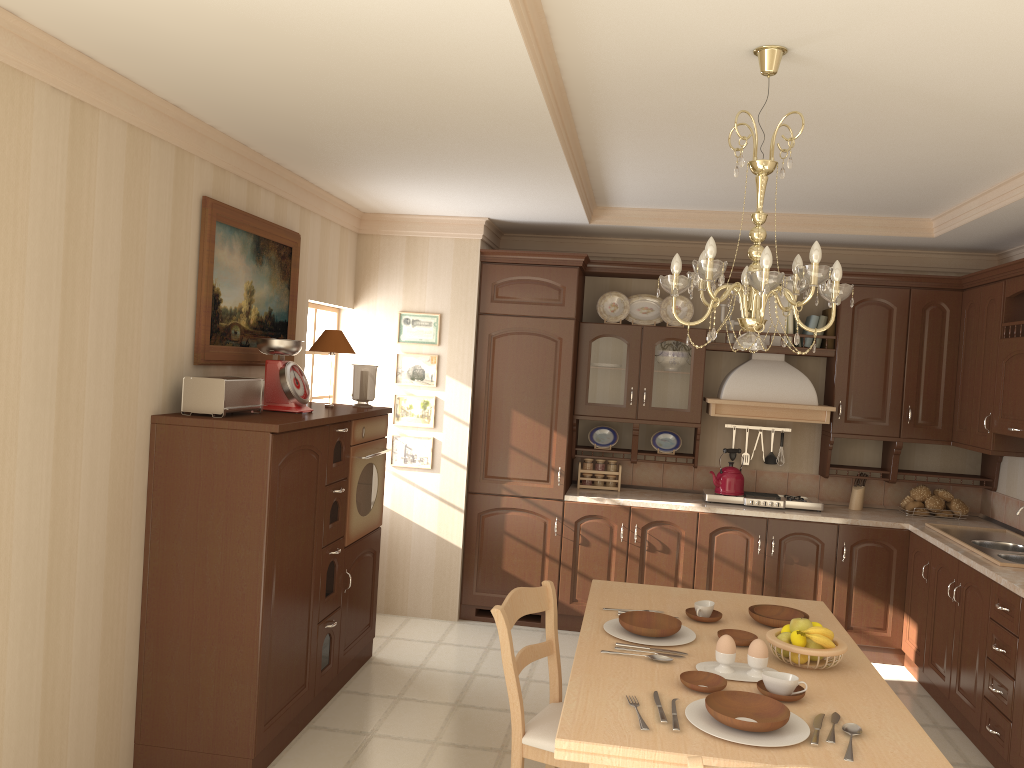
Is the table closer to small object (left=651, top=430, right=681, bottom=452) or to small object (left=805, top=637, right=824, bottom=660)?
small object (left=805, top=637, right=824, bottom=660)

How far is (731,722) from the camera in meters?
2.1

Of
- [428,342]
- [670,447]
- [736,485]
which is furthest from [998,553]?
[428,342]

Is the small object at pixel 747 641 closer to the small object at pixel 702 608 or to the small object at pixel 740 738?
the small object at pixel 702 608

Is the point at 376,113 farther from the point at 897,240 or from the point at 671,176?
the point at 897,240

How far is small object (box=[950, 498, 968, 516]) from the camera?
5.40m

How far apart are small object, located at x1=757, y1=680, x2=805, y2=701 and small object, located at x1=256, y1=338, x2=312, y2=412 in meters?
2.3

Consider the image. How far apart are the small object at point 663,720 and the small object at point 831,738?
0.4 meters

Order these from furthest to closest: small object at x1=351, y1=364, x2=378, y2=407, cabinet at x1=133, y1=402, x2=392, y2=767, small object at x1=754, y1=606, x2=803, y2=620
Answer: small object at x1=351, y1=364, x2=378, y2=407 < cabinet at x1=133, y1=402, x2=392, y2=767 < small object at x1=754, y1=606, x2=803, y2=620

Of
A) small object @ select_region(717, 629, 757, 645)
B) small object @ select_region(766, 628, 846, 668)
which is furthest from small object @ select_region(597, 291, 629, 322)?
small object @ select_region(766, 628, 846, 668)
